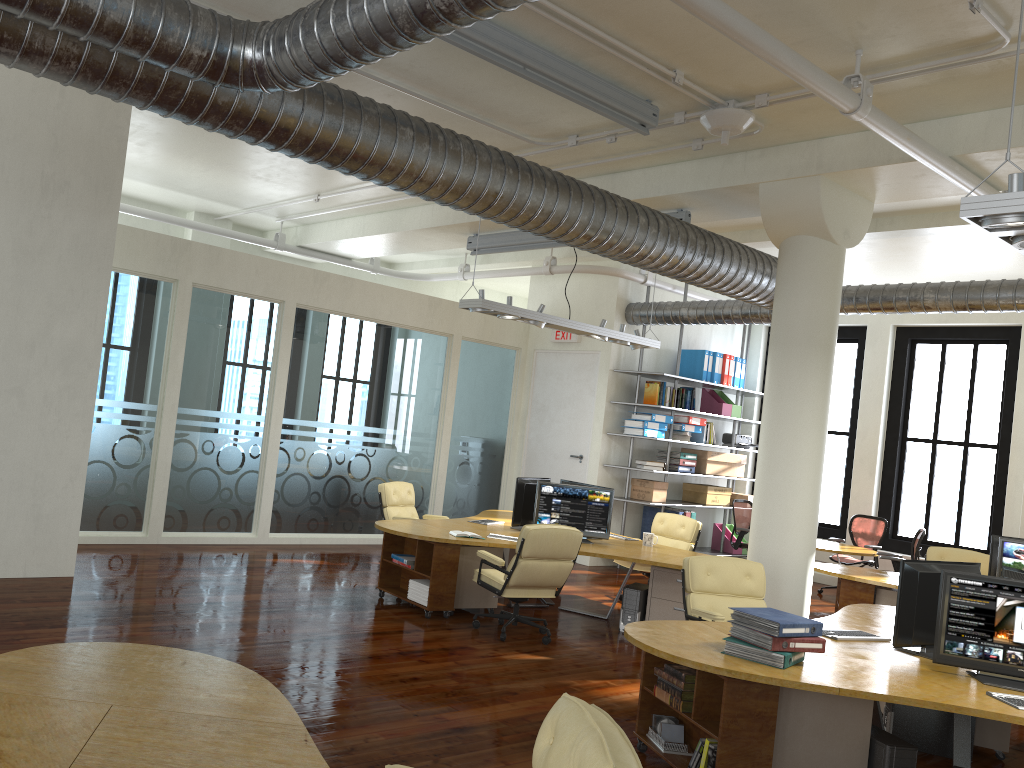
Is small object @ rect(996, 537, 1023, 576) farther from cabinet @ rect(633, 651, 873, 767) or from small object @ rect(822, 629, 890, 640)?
cabinet @ rect(633, 651, 873, 767)

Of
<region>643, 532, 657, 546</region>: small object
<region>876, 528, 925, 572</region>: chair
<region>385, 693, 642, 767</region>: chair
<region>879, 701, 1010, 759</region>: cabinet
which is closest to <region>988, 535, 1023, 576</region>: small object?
<region>876, 528, 925, 572</region>: chair

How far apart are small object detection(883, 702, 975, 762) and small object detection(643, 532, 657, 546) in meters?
3.3 m

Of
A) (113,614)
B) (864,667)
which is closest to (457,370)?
(113,614)

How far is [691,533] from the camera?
9.9m

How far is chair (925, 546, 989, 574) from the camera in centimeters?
982cm

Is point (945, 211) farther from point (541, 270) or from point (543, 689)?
point (543, 689)

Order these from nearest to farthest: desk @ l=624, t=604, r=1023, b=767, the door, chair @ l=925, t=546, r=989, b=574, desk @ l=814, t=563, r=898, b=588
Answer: desk @ l=624, t=604, r=1023, b=767 → desk @ l=814, t=563, r=898, b=588 → chair @ l=925, t=546, r=989, b=574 → the door

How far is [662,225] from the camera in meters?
7.6 m

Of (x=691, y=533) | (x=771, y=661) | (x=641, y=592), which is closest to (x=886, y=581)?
(x=691, y=533)
